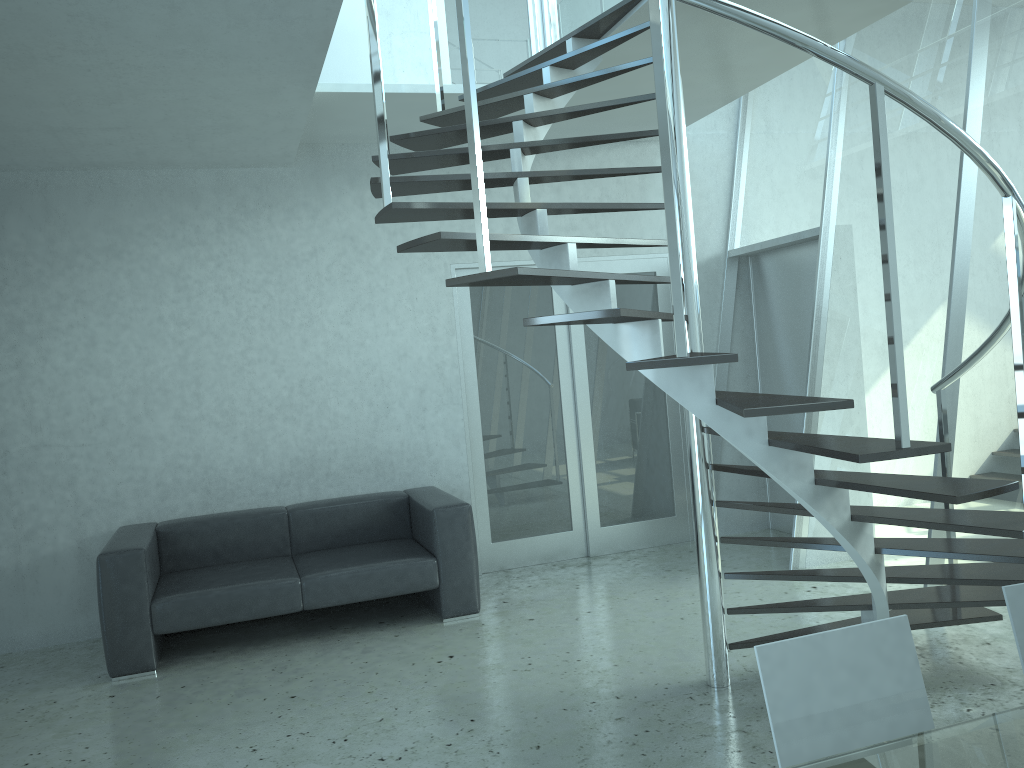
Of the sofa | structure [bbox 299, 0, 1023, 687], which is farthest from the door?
structure [bbox 299, 0, 1023, 687]

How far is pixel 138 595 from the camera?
4.5m

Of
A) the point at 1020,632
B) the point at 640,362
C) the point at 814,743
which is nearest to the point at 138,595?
the point at 640,362

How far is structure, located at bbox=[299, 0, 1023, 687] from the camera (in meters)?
2.54

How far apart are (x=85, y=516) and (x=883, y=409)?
4.7 meters

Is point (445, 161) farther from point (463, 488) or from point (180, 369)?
point (463, 488)

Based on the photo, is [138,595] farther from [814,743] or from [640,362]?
[814,743]

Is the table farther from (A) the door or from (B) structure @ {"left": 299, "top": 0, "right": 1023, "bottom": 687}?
(A) the door

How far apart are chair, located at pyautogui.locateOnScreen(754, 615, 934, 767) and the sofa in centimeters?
339cm

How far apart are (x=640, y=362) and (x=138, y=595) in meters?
3.2
